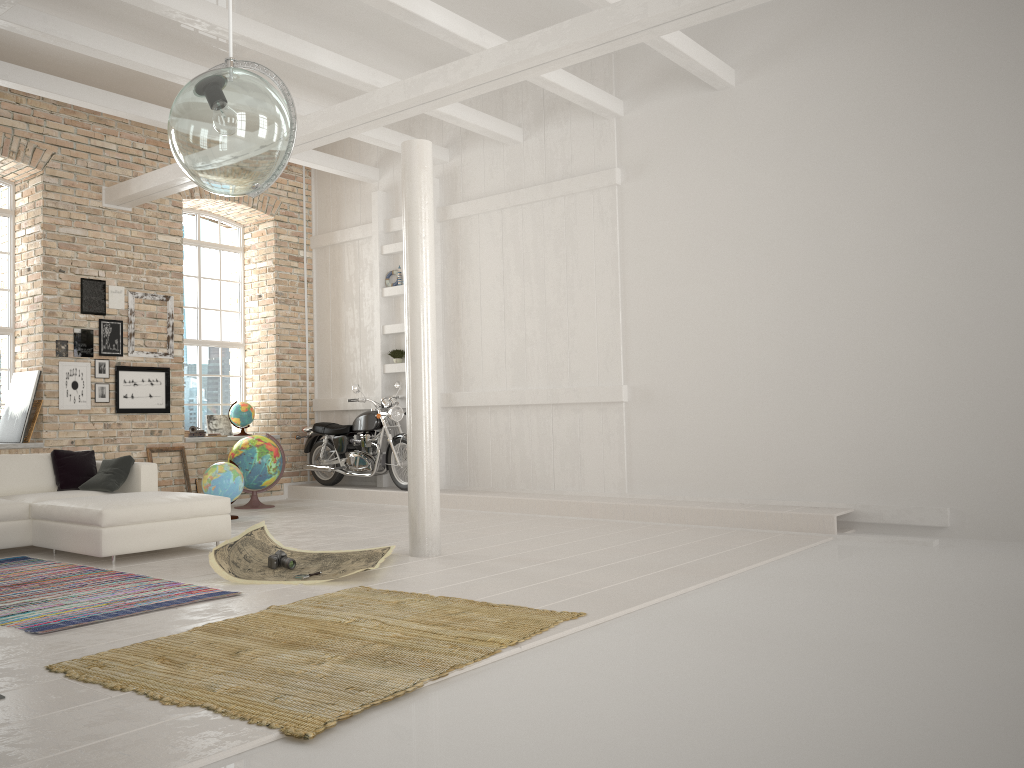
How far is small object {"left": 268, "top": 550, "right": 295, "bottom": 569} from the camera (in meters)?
5.93

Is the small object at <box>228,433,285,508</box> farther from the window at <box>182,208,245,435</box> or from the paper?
the paper

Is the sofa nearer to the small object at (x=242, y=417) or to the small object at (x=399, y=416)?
the small object at (x=399, y=416)

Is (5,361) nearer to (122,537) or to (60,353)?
(60,353)

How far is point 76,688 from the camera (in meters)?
3.31

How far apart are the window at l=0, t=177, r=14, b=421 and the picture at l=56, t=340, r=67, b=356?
0.71m

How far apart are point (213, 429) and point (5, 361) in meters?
2.9 m

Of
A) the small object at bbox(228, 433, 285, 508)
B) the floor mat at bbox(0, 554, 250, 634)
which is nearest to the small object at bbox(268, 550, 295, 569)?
the floor mat at bbox(0, 554, 250, 634)

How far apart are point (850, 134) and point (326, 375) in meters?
7.0 m

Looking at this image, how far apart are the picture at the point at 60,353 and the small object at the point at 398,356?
3.9 meters
